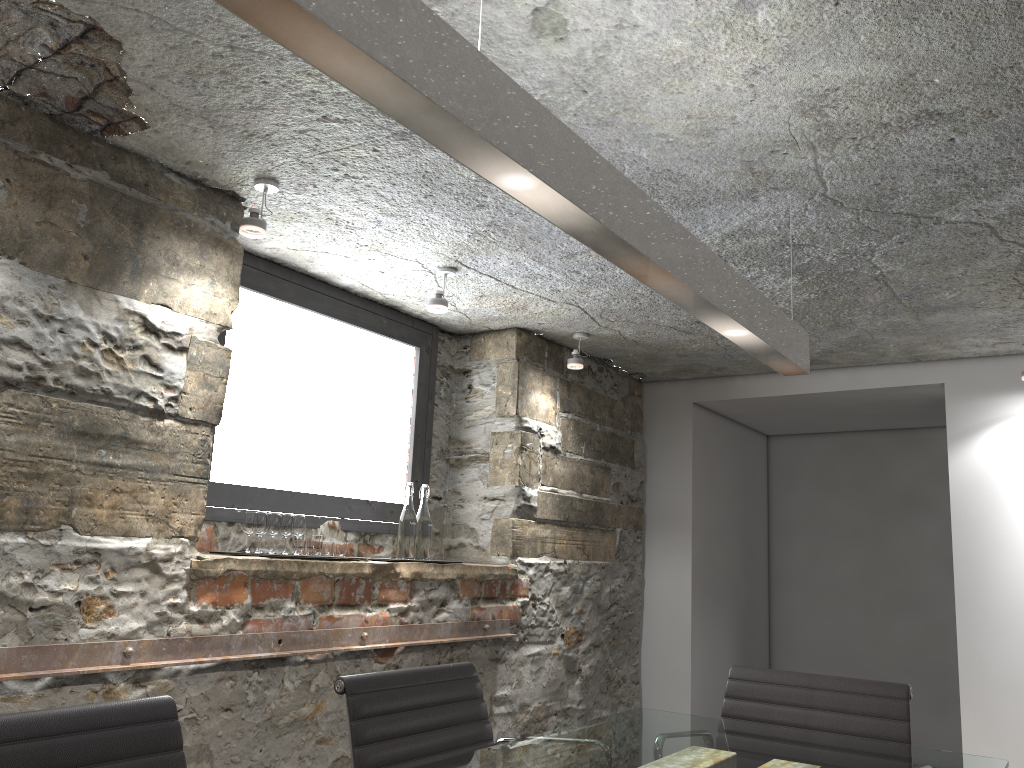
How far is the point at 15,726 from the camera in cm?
133

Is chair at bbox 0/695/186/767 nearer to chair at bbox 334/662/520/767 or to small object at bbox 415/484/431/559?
chair at bbox 334/662/520/767

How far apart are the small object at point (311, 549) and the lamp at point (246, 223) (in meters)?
1.06

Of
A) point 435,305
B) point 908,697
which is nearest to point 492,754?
point 908,697

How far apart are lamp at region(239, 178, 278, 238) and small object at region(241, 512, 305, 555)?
0.9 meters

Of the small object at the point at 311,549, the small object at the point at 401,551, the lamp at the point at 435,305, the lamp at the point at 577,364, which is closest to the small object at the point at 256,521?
the small object at the point at 311,549

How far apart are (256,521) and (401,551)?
0.7 meters

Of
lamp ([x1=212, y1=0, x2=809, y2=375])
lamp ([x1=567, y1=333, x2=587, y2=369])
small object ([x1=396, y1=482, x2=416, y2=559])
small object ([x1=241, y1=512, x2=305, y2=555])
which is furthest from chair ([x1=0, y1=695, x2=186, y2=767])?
lamp ([x1=567, y1=333, x2=587, y2=369])

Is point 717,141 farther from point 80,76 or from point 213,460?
point 213,460

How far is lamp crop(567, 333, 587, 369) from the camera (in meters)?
4.09
